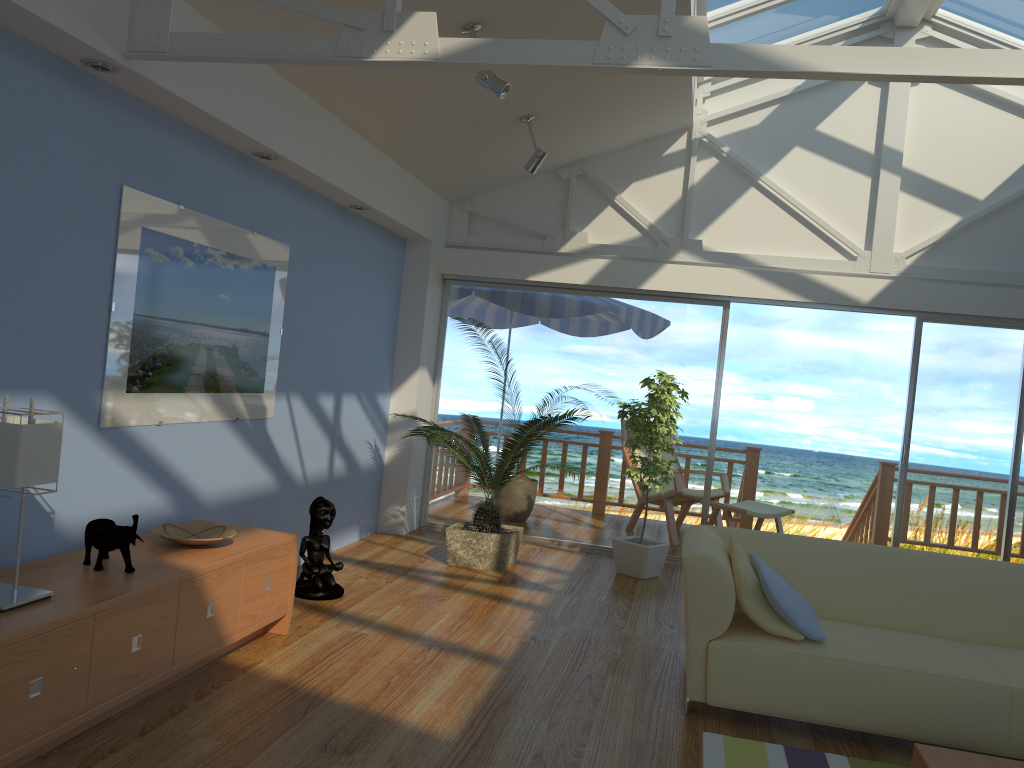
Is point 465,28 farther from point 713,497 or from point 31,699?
point 713,497

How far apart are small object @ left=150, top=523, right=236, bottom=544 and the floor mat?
2.01m

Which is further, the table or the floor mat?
the floor mat

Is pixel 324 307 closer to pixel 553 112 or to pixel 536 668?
pixel 553 112

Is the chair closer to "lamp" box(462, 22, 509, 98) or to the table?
"lamp" box(462, 22, 509, 98)

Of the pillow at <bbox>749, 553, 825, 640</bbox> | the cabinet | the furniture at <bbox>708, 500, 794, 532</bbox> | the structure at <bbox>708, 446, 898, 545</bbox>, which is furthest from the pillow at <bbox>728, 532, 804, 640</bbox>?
the structure at <bbox>708, 446, 898, 545</bbox>

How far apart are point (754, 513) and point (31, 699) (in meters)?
5.45

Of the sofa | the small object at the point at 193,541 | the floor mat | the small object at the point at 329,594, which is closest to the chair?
the sofa

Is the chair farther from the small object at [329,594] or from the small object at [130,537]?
the small object at [130,537]

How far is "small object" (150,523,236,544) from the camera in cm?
348
